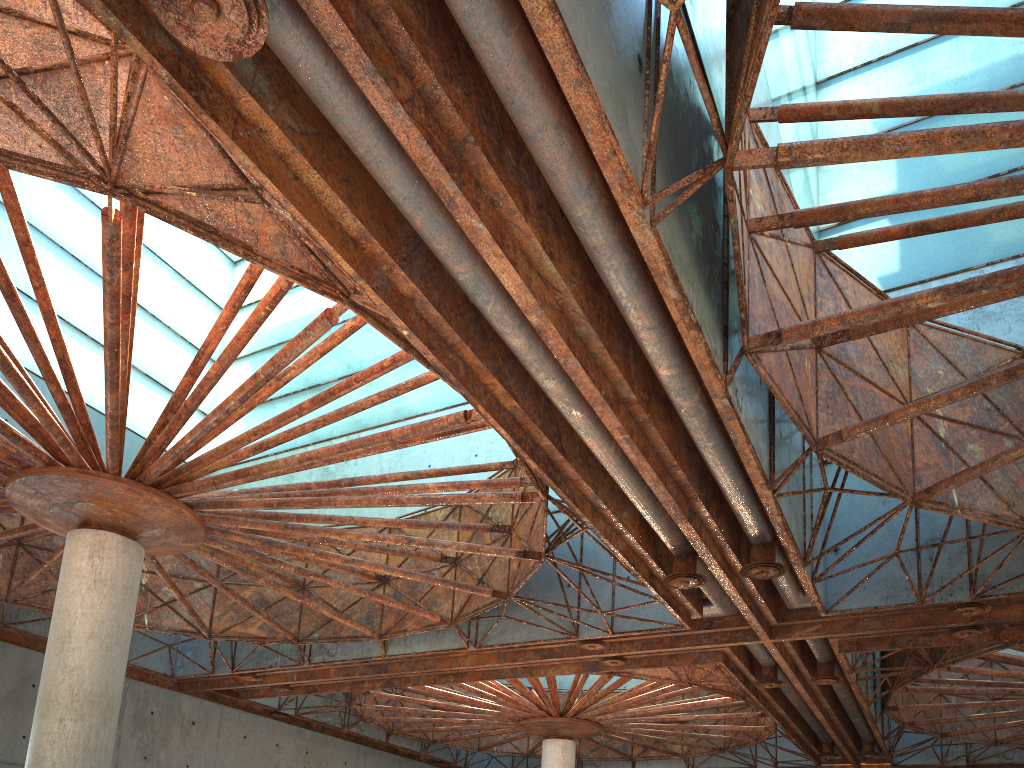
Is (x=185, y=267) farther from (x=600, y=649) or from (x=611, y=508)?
(x=611, y=508)
